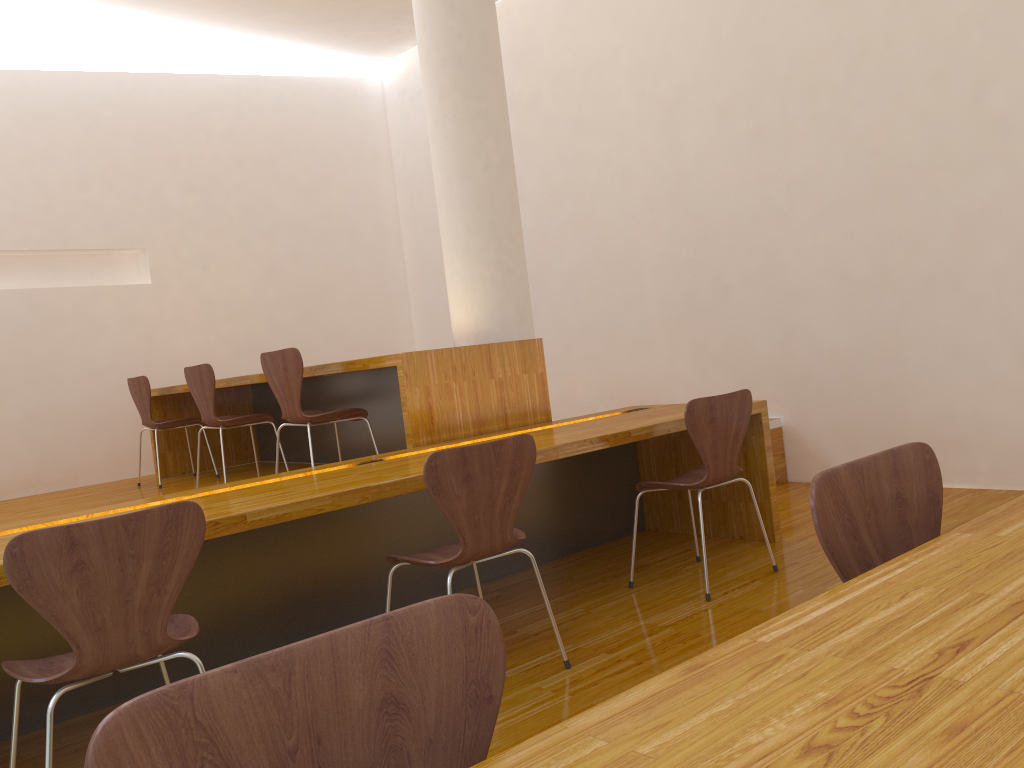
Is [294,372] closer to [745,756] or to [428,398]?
[428,398]

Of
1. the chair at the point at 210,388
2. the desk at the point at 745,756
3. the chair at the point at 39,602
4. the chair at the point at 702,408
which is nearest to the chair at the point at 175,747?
the desk at the point at 745,756

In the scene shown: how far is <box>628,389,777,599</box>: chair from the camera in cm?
309

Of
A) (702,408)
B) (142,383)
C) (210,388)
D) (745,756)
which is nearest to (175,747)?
(745,756)

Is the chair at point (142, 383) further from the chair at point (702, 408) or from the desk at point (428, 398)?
the chair at point (702, 408)

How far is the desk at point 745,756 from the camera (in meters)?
0.66

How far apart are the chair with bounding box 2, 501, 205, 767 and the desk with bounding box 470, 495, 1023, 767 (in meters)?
1.34

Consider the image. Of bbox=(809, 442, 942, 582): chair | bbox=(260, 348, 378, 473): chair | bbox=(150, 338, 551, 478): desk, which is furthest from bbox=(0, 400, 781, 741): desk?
bbox=(809, 442, 942, 582): chair

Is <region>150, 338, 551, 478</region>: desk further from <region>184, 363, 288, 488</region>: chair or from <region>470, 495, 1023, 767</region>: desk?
<region>470, 495, 1023, 767</region>: desk

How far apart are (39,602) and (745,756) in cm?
153
